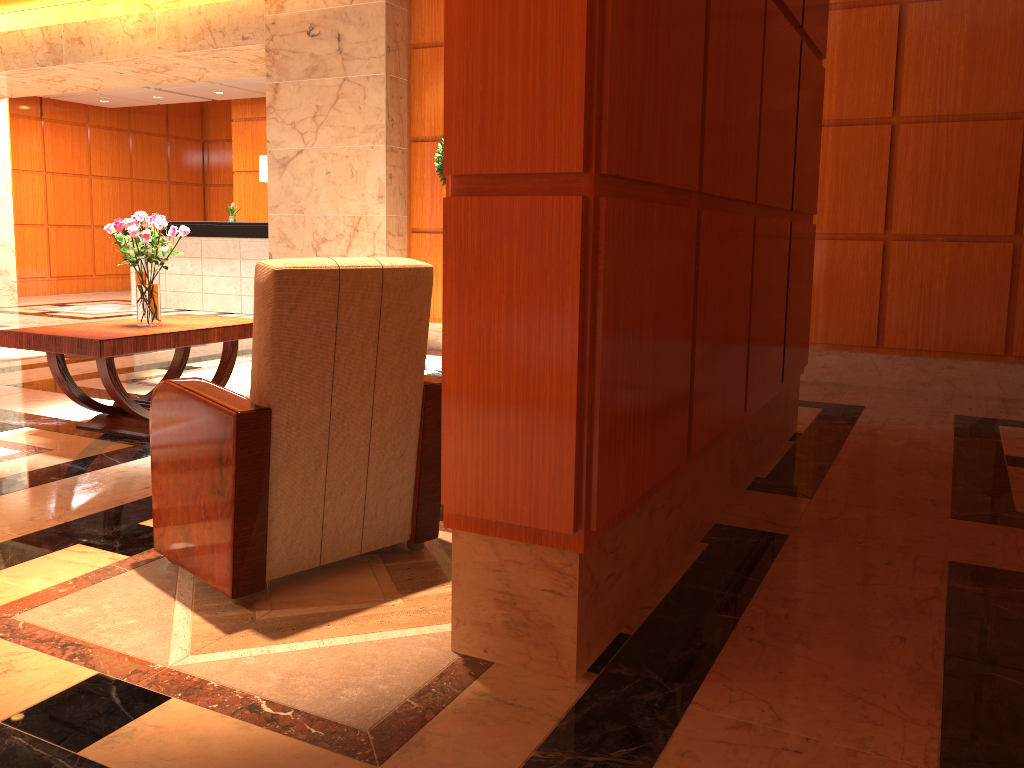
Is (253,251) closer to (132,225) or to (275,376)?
(132,225)

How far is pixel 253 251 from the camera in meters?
10.9

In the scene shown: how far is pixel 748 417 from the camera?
3.6 meters

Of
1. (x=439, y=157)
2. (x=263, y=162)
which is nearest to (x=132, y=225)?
(x=439, y=157)

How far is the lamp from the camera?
10.8m

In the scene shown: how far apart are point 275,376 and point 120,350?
2.12m

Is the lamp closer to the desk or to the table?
the desk

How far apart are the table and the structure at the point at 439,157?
2.4m

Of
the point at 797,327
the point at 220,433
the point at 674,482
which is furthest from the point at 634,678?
the point at 797,327

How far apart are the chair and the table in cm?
157
